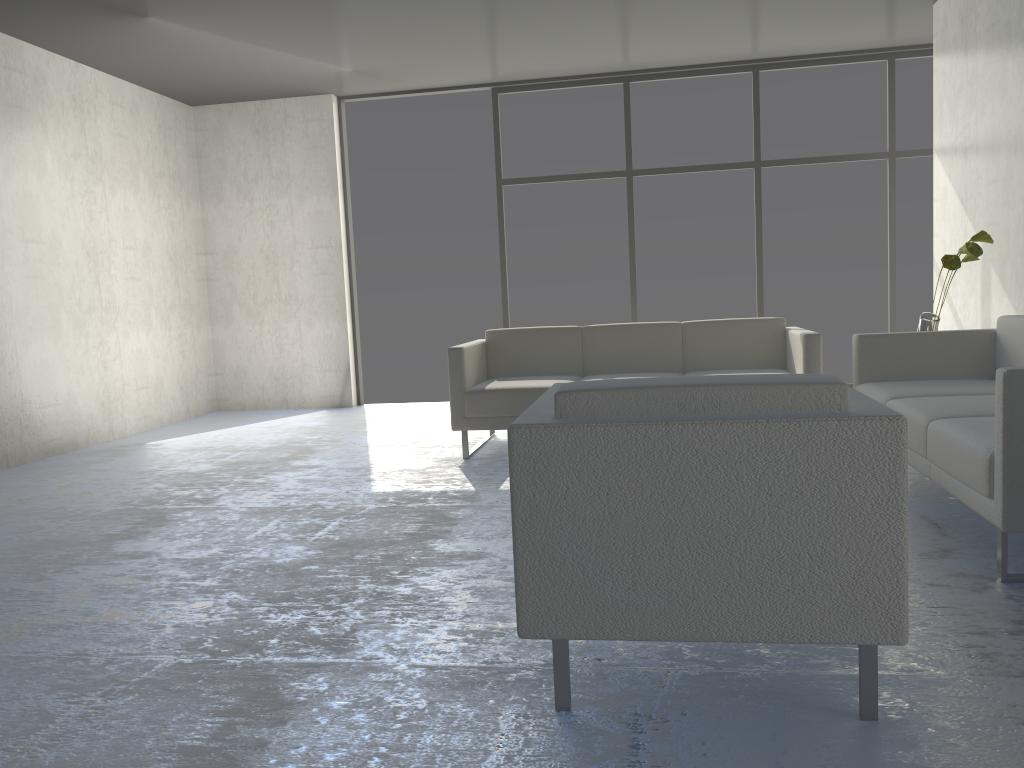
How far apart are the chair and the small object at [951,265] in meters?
2.4

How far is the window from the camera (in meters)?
6.50

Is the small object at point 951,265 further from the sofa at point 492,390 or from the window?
the window

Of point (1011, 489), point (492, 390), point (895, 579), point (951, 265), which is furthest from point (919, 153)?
point (895, 579)

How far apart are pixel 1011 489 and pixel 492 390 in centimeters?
268cm

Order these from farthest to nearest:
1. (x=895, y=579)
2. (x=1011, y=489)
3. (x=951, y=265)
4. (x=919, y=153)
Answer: (x=919, y=153), (x=951, y=265), (x=1011, y=489), (x=895, y=579)

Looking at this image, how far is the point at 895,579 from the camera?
1.7 meters

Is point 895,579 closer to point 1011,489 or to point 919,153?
point 1011,489

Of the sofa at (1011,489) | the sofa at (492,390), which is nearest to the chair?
the sofa at (1011,489)

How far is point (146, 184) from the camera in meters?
6.5
